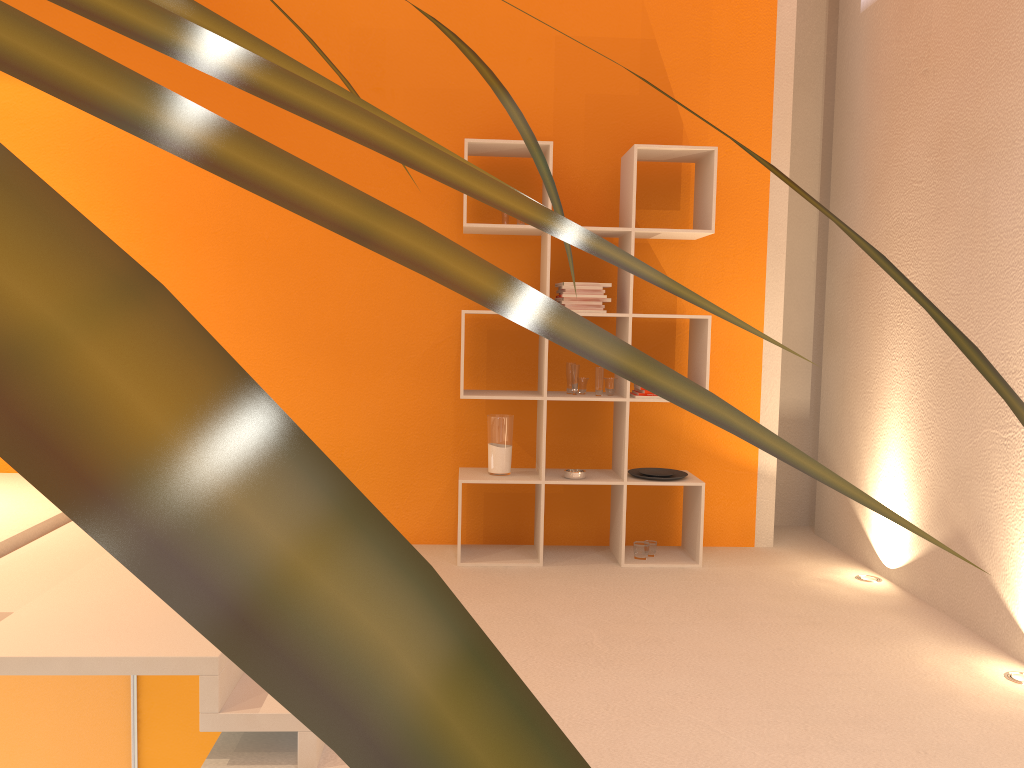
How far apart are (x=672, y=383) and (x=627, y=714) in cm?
263

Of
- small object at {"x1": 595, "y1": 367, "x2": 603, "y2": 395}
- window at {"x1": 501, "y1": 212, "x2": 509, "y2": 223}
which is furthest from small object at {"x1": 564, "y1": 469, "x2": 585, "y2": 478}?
window at {"x1": 501, "y1": 212, "x2": 509, "y2": 223}

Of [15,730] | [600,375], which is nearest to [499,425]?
[600,375]

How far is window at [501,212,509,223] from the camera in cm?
428

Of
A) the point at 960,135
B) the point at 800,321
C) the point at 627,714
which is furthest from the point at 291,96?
the point at 800,321

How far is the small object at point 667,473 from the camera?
4.4m

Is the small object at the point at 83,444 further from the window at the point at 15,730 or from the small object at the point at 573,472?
the small object at the point at 573,472

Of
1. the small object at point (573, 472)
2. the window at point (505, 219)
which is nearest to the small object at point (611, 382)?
the small object at point (573, 472)

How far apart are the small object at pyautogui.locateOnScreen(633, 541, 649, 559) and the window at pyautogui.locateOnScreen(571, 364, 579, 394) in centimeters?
86cm

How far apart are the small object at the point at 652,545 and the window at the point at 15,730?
0.8 meters
